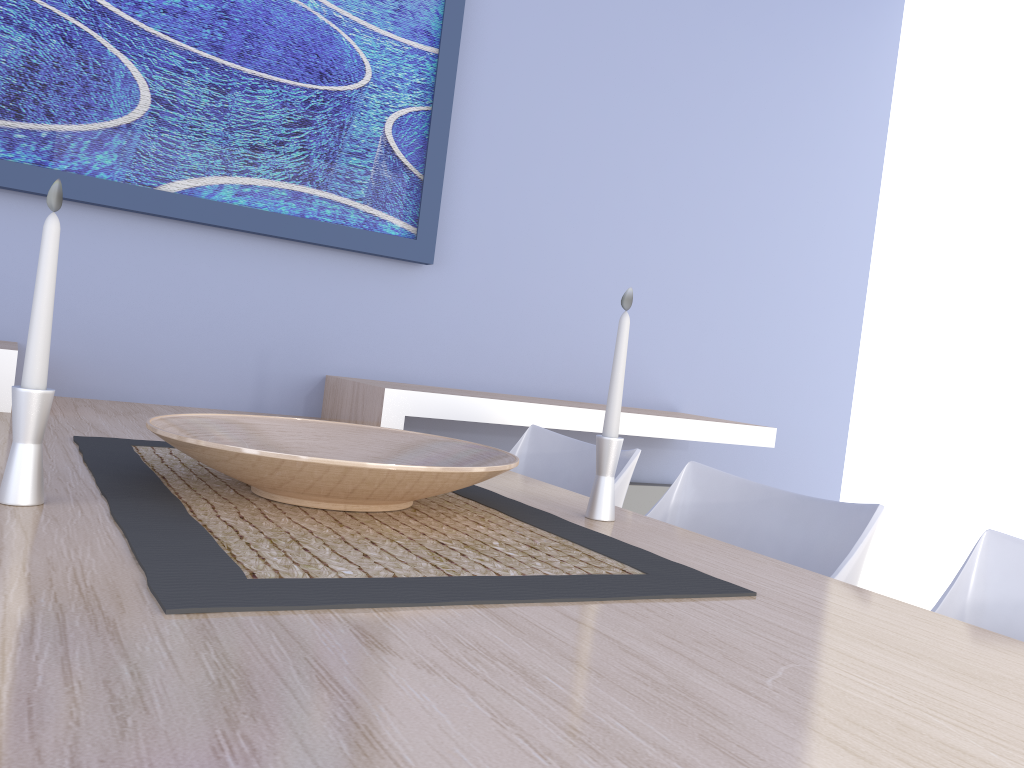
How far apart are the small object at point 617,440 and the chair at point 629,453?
0.5 meters

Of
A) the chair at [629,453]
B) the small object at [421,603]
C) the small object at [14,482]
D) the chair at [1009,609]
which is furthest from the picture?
the chair at [1009,609]

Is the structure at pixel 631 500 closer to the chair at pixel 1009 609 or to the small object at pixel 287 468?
the small object at pixel 287 468

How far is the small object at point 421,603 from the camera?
0.74m

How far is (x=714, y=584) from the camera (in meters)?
0.95

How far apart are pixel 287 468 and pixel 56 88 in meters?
1.6

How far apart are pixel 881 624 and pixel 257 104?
2.0m

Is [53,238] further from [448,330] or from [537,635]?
[448,330]

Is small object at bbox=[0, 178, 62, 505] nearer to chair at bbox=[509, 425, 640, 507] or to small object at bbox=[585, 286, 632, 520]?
small object at bbox=[585, 286, 632, 520]

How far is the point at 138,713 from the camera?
0.5m
